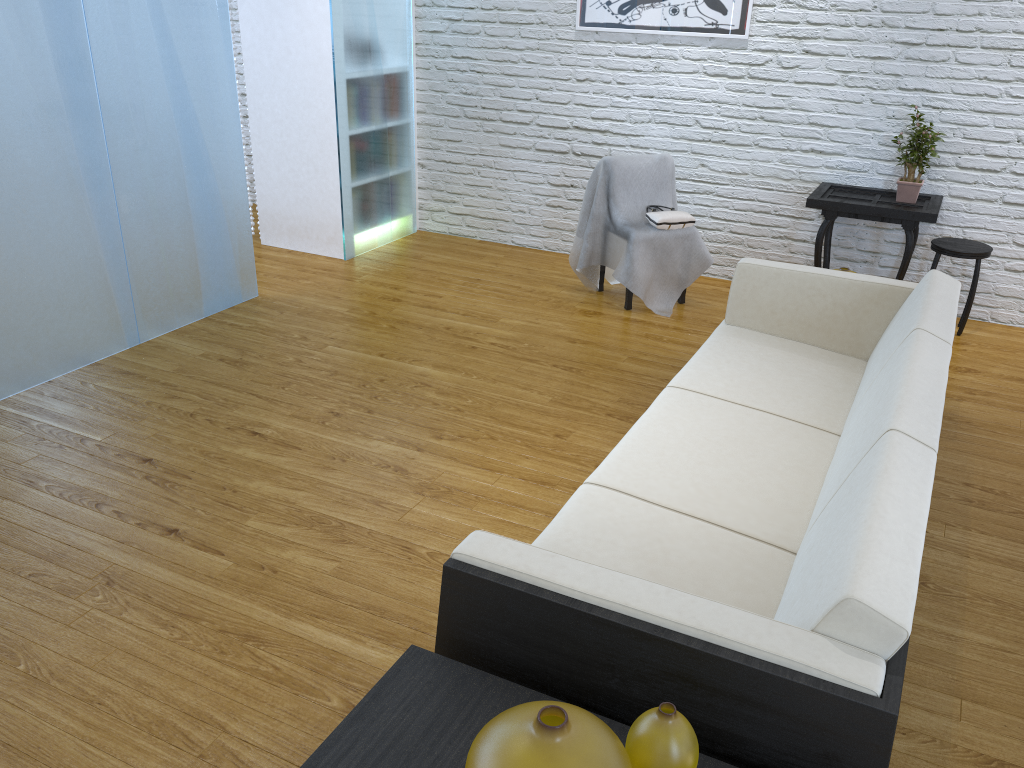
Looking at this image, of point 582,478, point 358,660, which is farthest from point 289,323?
point 358,660

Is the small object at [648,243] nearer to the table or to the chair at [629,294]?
the chair at [629,294]

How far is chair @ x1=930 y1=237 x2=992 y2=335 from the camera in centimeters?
400cm

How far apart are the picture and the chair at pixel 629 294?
1.33m

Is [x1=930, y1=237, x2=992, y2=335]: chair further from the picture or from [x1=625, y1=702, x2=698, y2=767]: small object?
[x1=625, y1=702, x2=698, y2=767]: small object

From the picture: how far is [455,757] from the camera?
1.3 meters

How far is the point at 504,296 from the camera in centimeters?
453cm

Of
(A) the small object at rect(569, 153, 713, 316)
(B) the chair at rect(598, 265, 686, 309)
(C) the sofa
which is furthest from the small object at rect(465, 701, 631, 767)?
(B) the chair at rect(598, 265, 686, 309)

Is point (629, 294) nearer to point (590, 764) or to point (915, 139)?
point (915, 139)

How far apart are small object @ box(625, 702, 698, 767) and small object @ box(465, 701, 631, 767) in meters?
0.1
